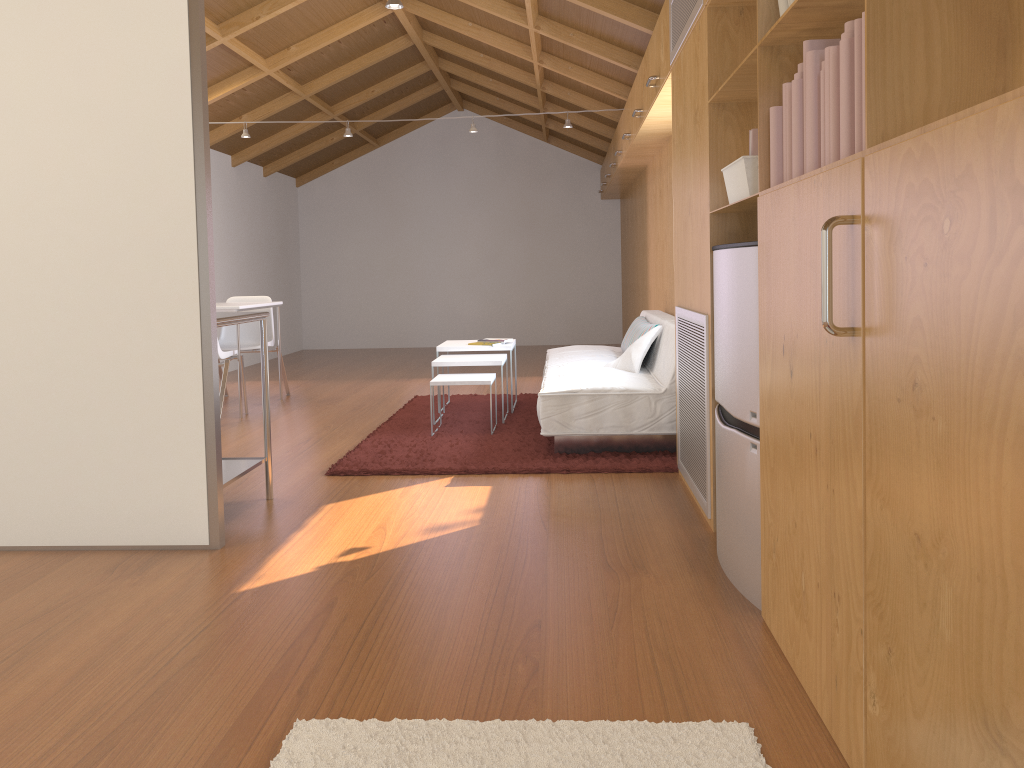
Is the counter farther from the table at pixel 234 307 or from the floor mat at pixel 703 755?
the table at pixel 234 307

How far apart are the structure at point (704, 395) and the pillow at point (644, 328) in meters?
1.3

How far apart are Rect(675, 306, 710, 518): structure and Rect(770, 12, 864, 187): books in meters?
1.0

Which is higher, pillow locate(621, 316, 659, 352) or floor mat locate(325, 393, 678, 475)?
pillow locate(621, 316, 659, 352)

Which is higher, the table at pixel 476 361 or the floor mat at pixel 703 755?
the table at pixel 476 361

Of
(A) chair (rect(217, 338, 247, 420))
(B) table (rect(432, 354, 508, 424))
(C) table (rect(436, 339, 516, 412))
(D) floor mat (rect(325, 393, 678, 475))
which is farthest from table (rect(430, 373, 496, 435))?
(A) chair (rect(217, 338, 247, 420))

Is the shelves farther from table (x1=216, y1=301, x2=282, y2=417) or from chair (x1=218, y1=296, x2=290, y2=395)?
chair (x1=218, y1=296, x2=290, y2=395)

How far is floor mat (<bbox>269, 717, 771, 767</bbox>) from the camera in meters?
1.7

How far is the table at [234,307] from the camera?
5.78m

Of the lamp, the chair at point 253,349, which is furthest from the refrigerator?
the chair at point 253,349
